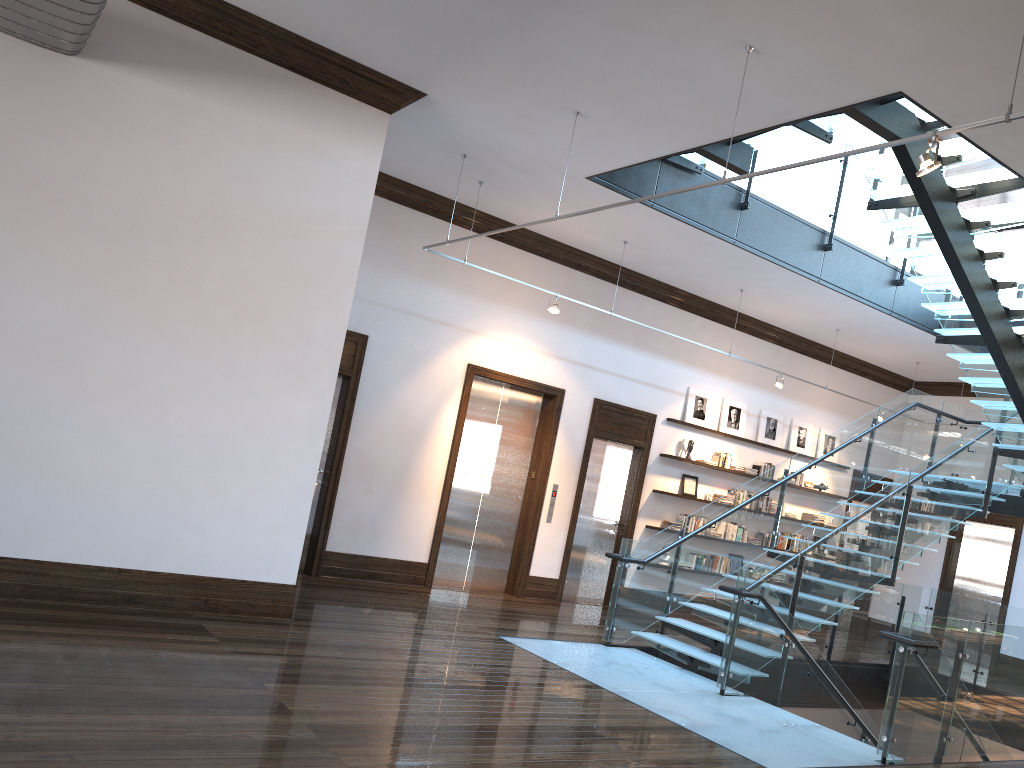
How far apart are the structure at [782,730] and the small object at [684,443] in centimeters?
226cm

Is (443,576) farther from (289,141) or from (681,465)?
(289,141)

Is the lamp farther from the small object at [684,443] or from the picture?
the picture

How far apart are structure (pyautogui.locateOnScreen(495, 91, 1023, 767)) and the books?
2.3m

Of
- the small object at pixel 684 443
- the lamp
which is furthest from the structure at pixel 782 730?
the small object at pixel 684 443

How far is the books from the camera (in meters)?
12.76

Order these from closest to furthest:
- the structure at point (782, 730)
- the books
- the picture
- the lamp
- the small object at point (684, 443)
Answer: the lamp, the structure at point (782, 730), the small object at point (684, 443), the picture, the books

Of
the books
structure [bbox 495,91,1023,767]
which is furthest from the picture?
structure [bbox 495,91,1023,767]

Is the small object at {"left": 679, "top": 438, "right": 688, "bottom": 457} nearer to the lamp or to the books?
the books

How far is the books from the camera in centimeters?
1276cm
